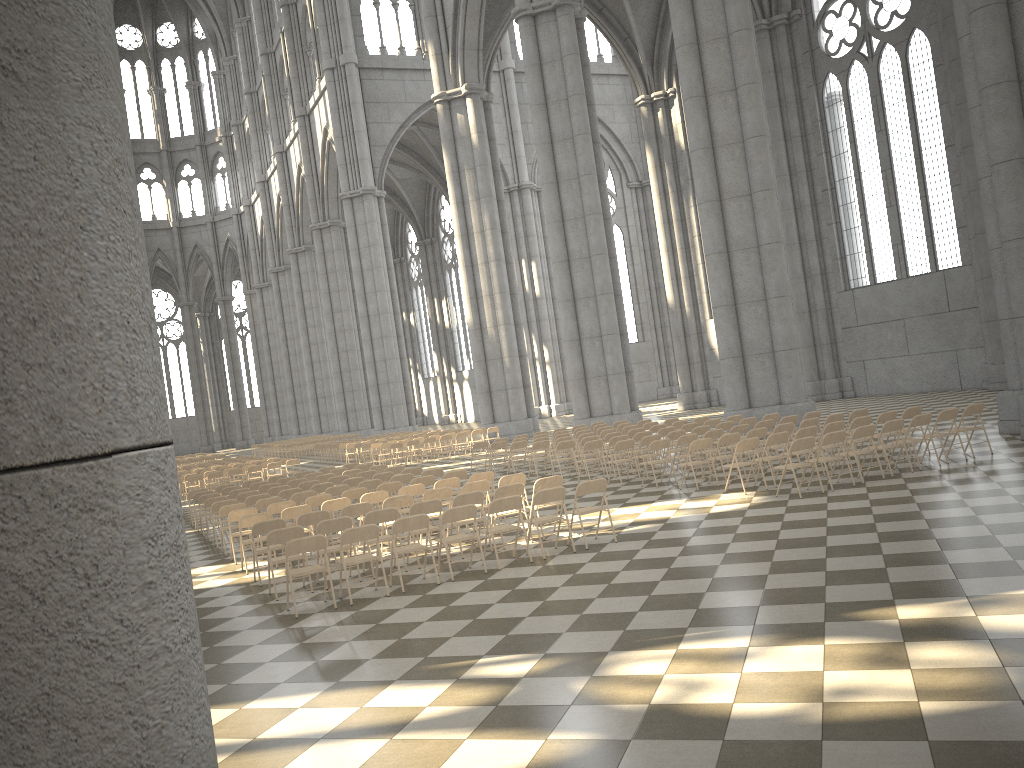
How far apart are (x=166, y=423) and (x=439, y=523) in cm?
983

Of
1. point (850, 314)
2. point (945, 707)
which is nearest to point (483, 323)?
point (850, 314)

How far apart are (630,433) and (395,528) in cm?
1021

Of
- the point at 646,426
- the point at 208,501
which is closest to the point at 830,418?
the point at 646,426

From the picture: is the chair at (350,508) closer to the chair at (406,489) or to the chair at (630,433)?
the chair at (406,489)

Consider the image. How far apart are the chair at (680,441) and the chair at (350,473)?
7.2m

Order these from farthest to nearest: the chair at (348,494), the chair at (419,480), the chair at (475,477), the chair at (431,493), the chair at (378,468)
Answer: the chair at (378,468) → the chair at (419,480) → the chair at (348,494) → the chair at (475,477) → the chair at (431,493)

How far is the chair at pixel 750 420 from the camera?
17.7m

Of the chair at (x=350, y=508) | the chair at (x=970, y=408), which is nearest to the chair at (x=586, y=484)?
the chair at (x=350, y=508)

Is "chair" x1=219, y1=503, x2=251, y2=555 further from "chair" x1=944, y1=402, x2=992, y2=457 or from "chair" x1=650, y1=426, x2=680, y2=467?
"chair" x1=944, y1=402, x2=992, y2=457
